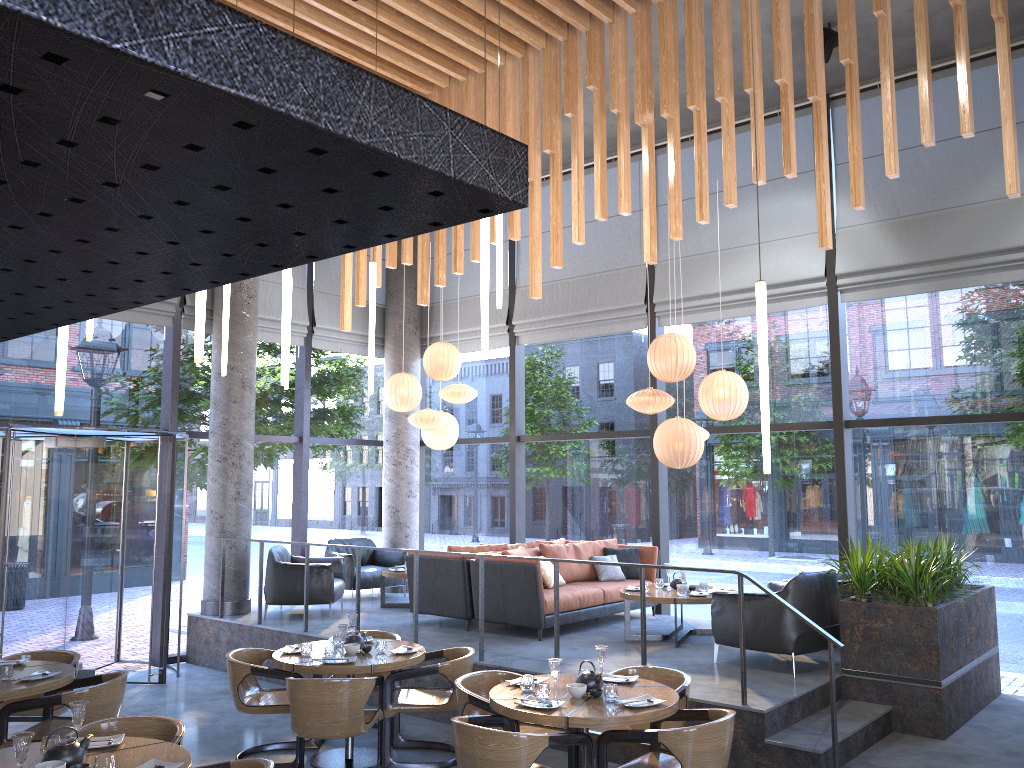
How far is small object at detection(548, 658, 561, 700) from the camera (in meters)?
4.95

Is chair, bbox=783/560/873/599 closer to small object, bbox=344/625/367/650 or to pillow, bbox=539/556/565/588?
pillow, bbox=539/556/565/588

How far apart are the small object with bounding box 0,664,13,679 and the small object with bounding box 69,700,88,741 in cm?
191

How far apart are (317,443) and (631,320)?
4.38m

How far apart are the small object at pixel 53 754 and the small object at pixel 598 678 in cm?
259

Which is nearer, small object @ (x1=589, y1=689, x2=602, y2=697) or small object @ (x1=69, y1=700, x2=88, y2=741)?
small object @ (x1=69, y1=700, x2=88, y2=741)

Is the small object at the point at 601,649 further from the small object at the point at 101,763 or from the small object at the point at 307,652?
the small object at the point at 101,763

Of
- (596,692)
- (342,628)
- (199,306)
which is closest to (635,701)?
(596,692)

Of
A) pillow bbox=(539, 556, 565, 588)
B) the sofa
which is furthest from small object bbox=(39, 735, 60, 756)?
pillow bbox=(539, 556, 565, 588)

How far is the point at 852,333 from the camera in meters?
8.8
